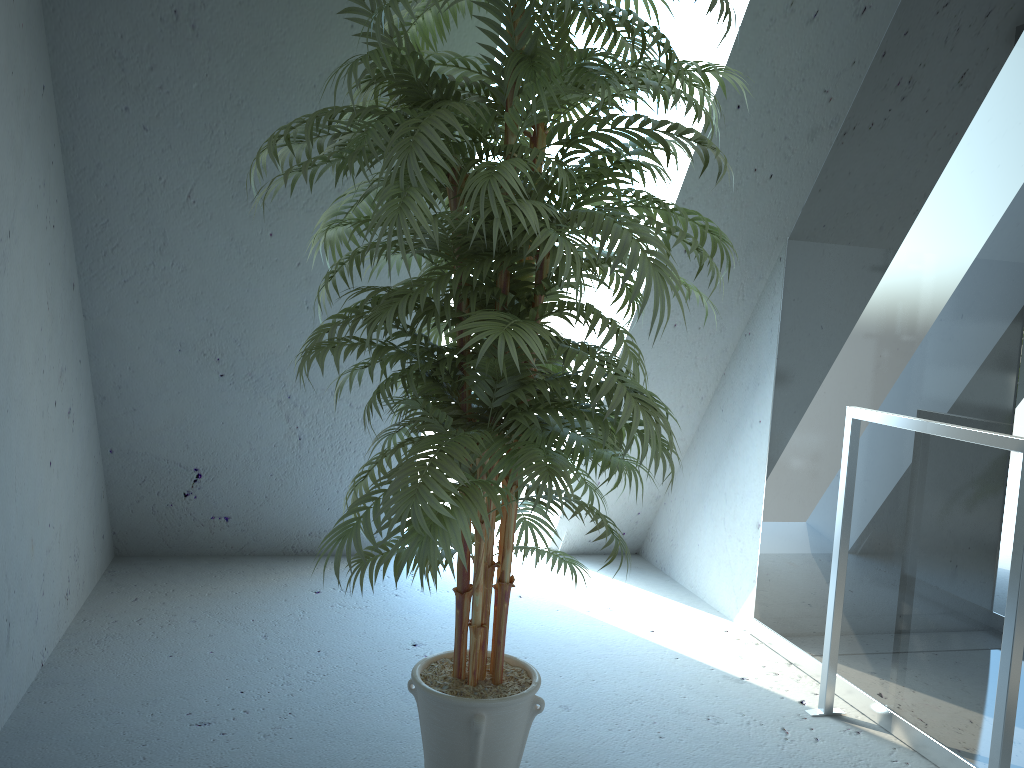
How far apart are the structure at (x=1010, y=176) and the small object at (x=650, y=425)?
0.68m

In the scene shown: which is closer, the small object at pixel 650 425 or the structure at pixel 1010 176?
the small object at pixel 650 425

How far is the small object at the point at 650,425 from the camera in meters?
1.5 m

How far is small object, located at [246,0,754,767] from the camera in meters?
1.5

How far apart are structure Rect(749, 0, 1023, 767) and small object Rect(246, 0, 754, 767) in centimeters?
68cm

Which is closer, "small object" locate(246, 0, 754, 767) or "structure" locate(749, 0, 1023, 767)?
"small object" locate(246, 0, 754, 767)

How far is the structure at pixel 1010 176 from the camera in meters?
2.1 m

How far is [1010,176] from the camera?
2.1m
